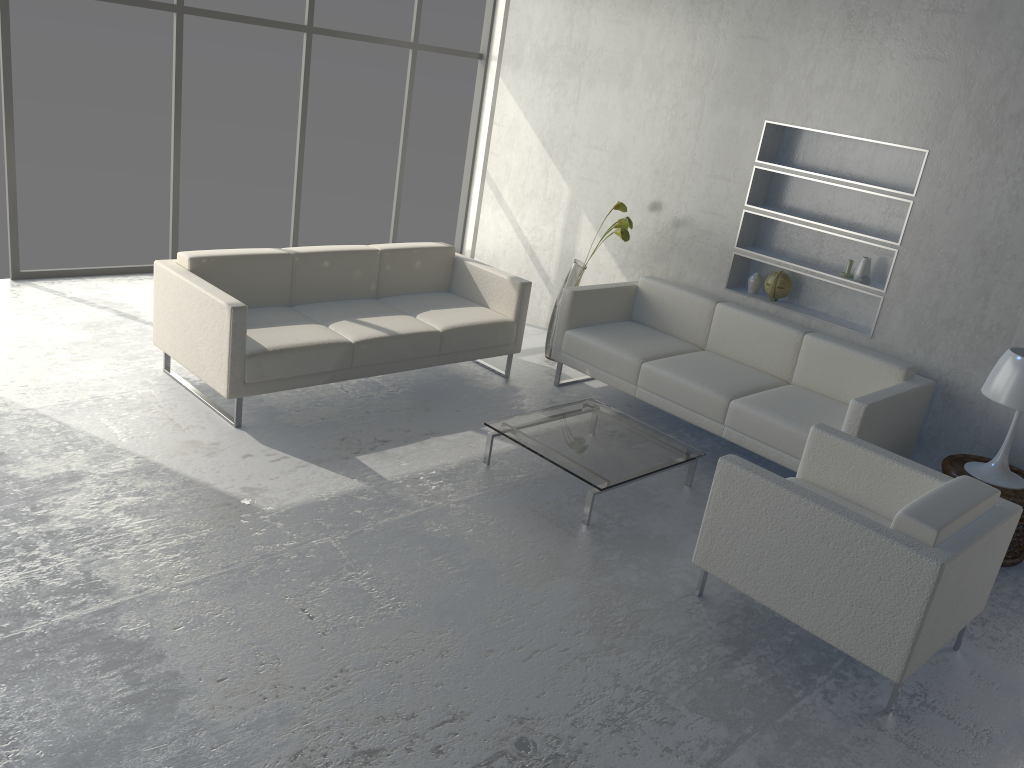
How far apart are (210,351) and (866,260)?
3.4m

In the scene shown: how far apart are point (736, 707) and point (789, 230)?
3.2 meters

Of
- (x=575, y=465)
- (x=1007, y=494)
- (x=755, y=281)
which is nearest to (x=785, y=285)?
(x=755, y=281)

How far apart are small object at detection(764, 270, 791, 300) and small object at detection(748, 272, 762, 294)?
0.1m

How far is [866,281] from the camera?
4.73m

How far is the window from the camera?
5.2m

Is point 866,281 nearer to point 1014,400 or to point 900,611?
point 1014,400

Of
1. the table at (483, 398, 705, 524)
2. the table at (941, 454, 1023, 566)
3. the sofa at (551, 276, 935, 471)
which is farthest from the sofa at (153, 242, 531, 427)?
the table at (941, 454, 1023, 566)

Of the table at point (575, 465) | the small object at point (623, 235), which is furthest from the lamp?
the small object at point (623, 235)

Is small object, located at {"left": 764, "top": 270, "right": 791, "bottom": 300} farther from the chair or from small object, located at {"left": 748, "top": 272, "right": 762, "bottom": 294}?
the chair
